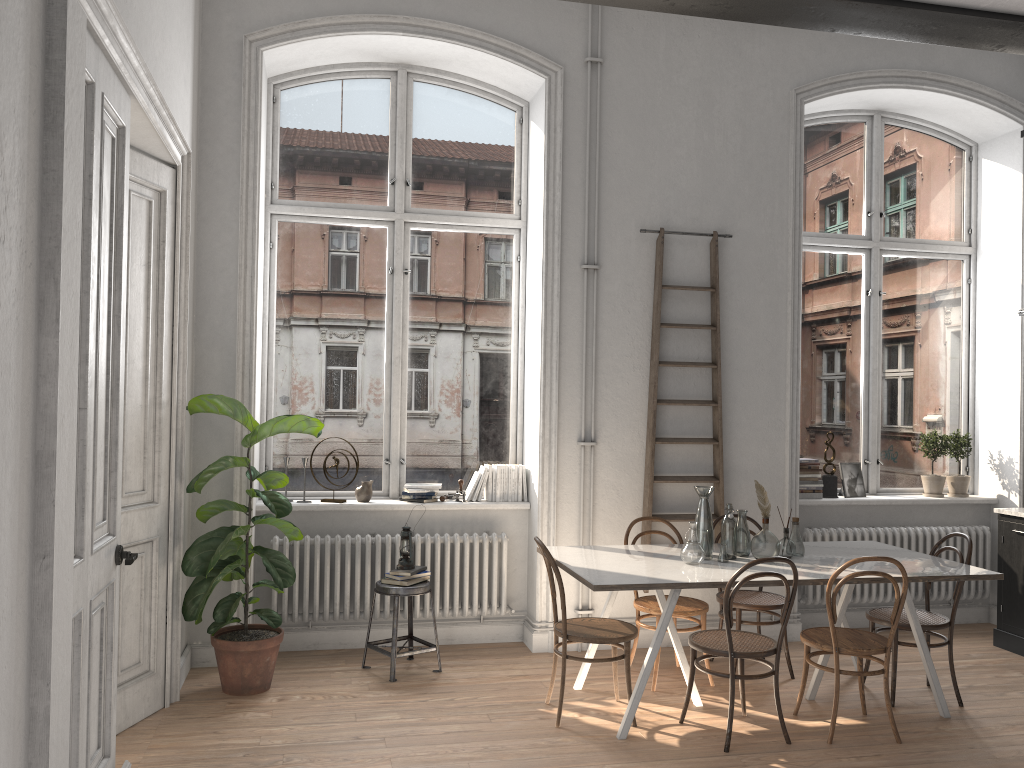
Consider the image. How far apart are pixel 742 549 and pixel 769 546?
0.2 meters

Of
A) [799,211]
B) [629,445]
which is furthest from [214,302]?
[799,211]

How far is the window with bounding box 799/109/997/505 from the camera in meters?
6.8 m

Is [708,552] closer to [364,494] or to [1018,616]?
[364,494]

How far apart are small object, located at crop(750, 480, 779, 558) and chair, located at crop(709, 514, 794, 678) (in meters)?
0.58

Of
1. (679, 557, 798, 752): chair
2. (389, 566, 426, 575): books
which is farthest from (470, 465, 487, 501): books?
(679, 557, 798, 752): chair

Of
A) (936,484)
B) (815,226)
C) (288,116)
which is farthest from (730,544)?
(288,116)

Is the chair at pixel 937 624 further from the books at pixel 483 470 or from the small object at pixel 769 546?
the books at pixel 483 470

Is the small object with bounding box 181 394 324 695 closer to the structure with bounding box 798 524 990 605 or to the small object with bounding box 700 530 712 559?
the small object with bounding box 700 530 712 559

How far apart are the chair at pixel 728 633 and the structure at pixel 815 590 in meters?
1.9
